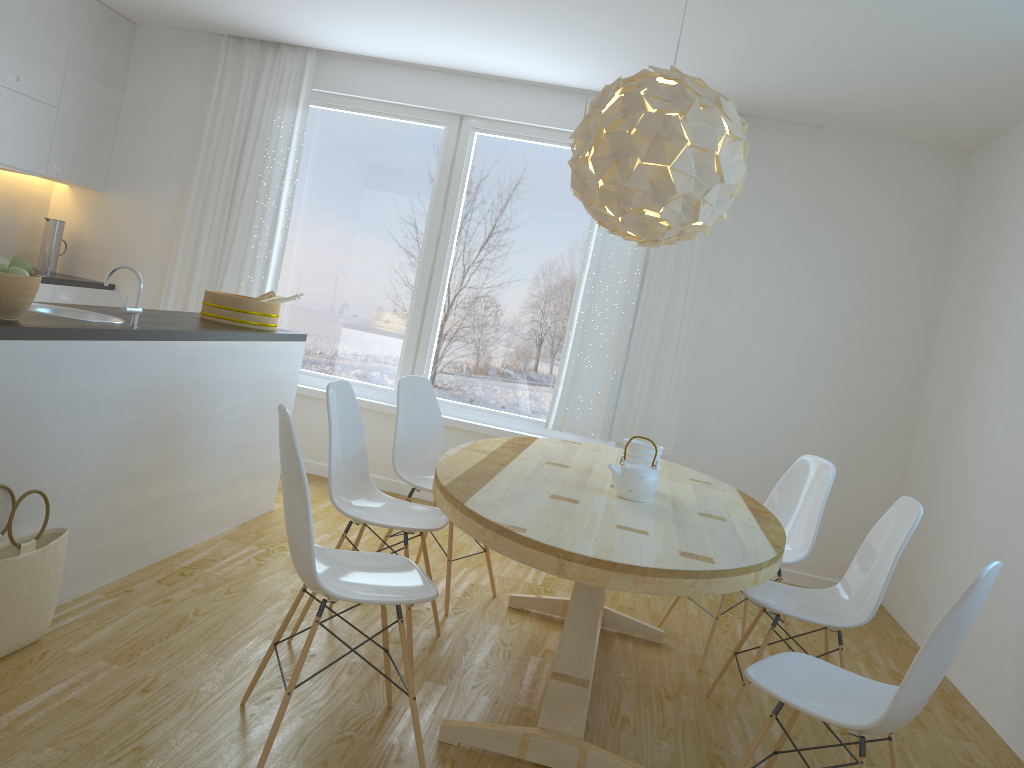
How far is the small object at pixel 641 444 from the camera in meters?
3.2 m

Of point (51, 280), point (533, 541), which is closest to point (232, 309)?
point (51, 280)

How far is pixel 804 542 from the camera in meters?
3.8 m

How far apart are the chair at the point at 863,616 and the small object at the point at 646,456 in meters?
0.6

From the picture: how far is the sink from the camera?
3.3 meters

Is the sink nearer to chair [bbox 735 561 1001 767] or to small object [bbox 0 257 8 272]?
small object [bbox 0 257 8 272]

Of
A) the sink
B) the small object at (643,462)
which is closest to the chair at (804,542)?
the small object at (643,462)

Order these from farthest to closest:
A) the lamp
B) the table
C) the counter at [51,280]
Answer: the counter at [51,280] → the lamp → the table

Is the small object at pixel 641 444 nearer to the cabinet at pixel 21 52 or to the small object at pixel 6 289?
the small object at pixel 6 289

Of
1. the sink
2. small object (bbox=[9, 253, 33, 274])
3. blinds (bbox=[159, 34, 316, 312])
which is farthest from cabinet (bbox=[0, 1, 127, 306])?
small object (bbox=[9, 253, 33, 274])
